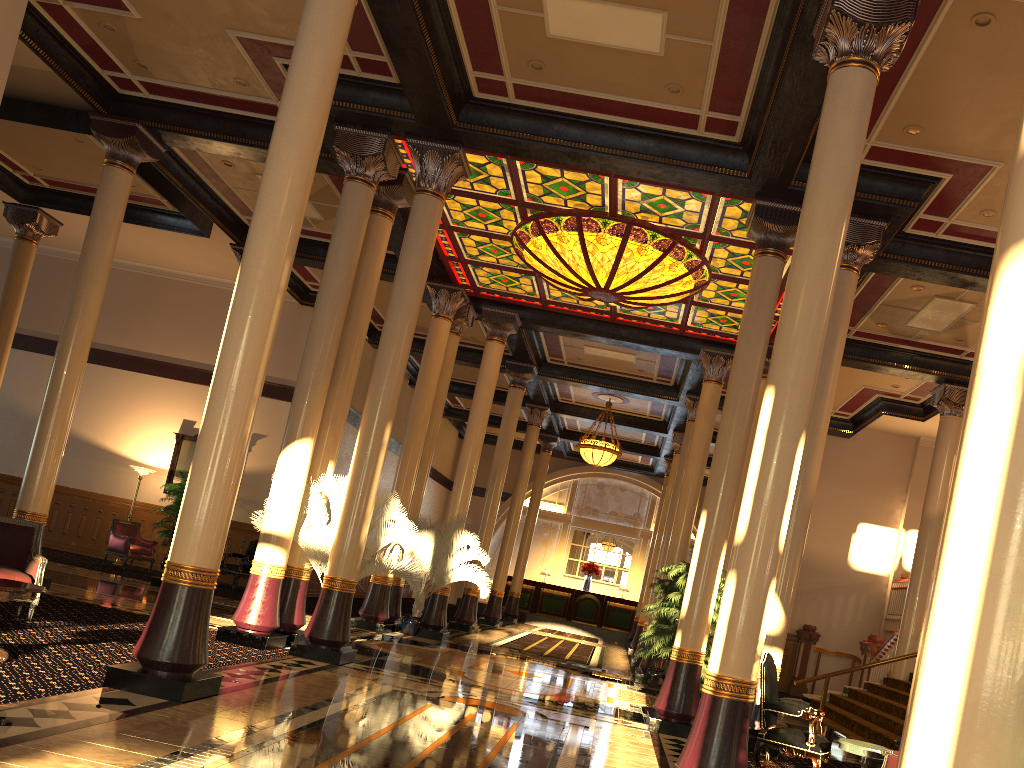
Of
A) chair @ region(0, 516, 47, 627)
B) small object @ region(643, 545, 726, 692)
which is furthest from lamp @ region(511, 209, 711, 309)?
chair @ region(0, 516, 47, 627)

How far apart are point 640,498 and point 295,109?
25.6m

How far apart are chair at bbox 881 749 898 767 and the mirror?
16.0 meters

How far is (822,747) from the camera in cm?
698

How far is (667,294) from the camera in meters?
12.9 m

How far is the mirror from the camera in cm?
1873

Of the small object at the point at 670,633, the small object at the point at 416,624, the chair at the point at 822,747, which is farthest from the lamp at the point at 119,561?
the chair at the point at 822,747

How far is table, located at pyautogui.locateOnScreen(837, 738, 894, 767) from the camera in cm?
626

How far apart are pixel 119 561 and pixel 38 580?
10.55m

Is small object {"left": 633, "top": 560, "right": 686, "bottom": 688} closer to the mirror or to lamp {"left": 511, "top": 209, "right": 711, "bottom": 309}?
lamp {"left": 511, "top": 209, "right": 711, "bottom": 309}
